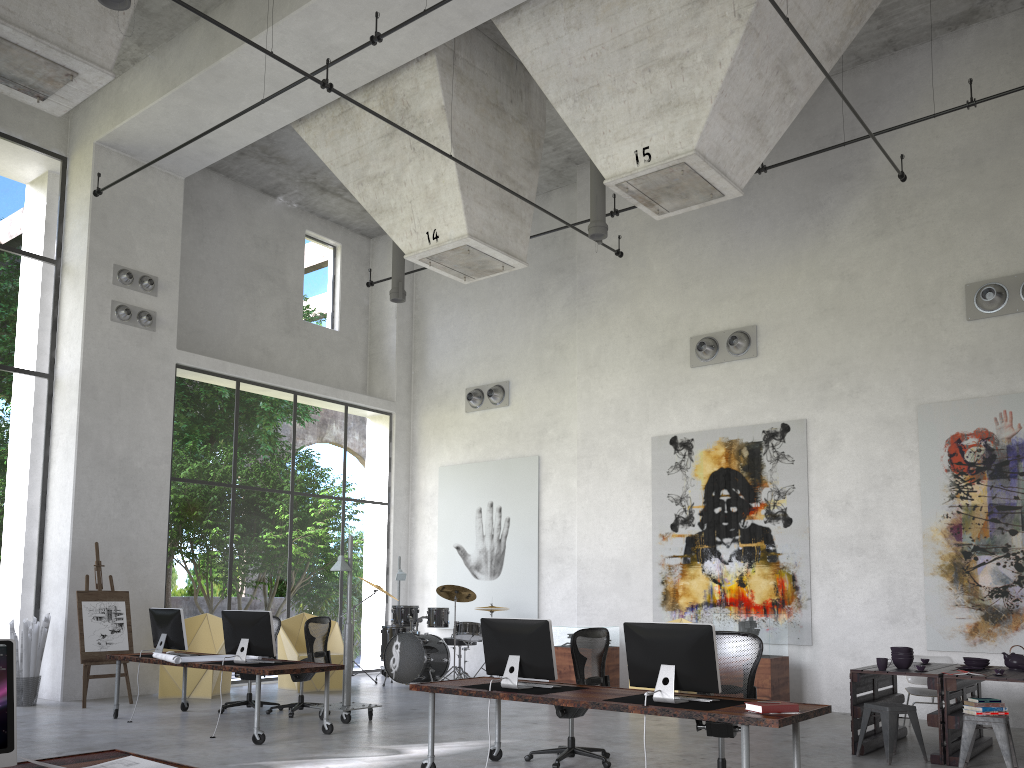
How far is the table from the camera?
7.47m

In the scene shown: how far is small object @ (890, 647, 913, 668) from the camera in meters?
8.1 m

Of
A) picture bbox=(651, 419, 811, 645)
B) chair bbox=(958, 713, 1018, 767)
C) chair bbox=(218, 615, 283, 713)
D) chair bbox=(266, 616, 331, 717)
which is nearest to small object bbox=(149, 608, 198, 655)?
chair bbox=(218, 615, 283, 713)

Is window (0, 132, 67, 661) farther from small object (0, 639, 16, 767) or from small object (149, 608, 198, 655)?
small object (0, 639, 16, 767)

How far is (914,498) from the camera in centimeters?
1080cm

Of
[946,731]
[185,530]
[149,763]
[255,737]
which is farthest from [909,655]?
[185,530]

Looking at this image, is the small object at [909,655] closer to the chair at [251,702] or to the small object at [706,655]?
the small object at [706,655]

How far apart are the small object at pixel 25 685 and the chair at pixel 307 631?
3.5m

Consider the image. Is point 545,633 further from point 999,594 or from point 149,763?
point 999,594

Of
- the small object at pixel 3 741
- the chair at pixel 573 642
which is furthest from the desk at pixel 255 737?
→ the small object at pixel 3 741
